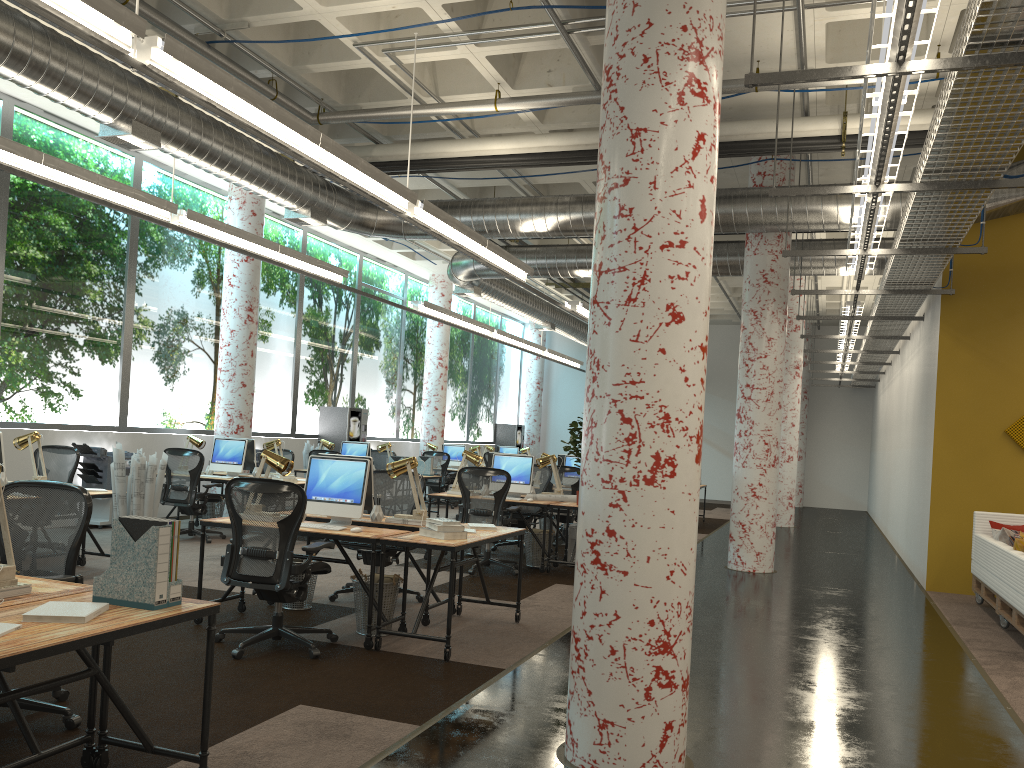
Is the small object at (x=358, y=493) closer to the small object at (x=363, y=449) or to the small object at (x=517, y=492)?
the small object at (x=517, y=492)

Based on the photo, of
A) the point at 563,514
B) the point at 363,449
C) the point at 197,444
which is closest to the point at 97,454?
the point at 197,444

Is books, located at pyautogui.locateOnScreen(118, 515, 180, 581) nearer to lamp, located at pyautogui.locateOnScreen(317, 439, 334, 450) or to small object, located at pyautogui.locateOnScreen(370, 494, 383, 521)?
small object, located at pyautogui.locateOnScreen(370, 494, 383, 521)

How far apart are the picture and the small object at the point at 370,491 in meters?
6.9

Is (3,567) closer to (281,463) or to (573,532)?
(281,463)

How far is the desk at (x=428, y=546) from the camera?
5.5 meters

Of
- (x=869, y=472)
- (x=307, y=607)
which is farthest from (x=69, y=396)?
(x=869, y=472)

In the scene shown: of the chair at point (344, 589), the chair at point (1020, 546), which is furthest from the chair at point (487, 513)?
the chair at point (1020, 546)

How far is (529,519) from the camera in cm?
1091

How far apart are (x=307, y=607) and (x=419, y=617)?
1.6m
